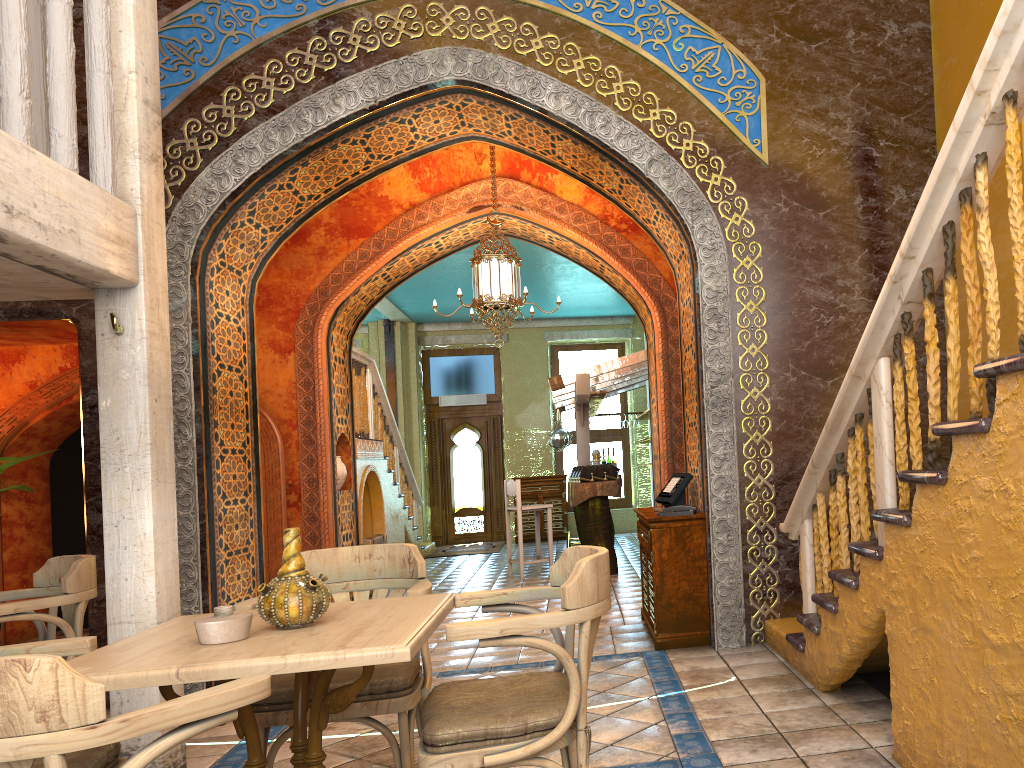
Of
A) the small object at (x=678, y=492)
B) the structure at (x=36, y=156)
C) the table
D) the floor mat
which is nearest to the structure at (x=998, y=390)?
the small object at (x=678, y=492)

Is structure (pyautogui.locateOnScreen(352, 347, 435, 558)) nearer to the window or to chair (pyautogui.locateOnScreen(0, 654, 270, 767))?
the window

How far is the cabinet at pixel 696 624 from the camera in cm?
645

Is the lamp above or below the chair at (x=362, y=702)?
above

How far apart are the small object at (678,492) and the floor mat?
8.84m

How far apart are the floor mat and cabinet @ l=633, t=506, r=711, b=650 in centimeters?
818cm

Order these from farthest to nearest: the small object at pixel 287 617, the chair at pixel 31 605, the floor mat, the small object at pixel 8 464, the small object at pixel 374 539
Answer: the floor mat, the small object at pixel 374 539, the small object at pixel 8 464, the chair at pixel 31 605, the small object at pixel 287 617

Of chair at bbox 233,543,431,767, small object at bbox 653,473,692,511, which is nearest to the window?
small object at bbox 653,473,692,511

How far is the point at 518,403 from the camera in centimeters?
1760cm

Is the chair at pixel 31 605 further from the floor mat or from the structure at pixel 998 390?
the floor mat
